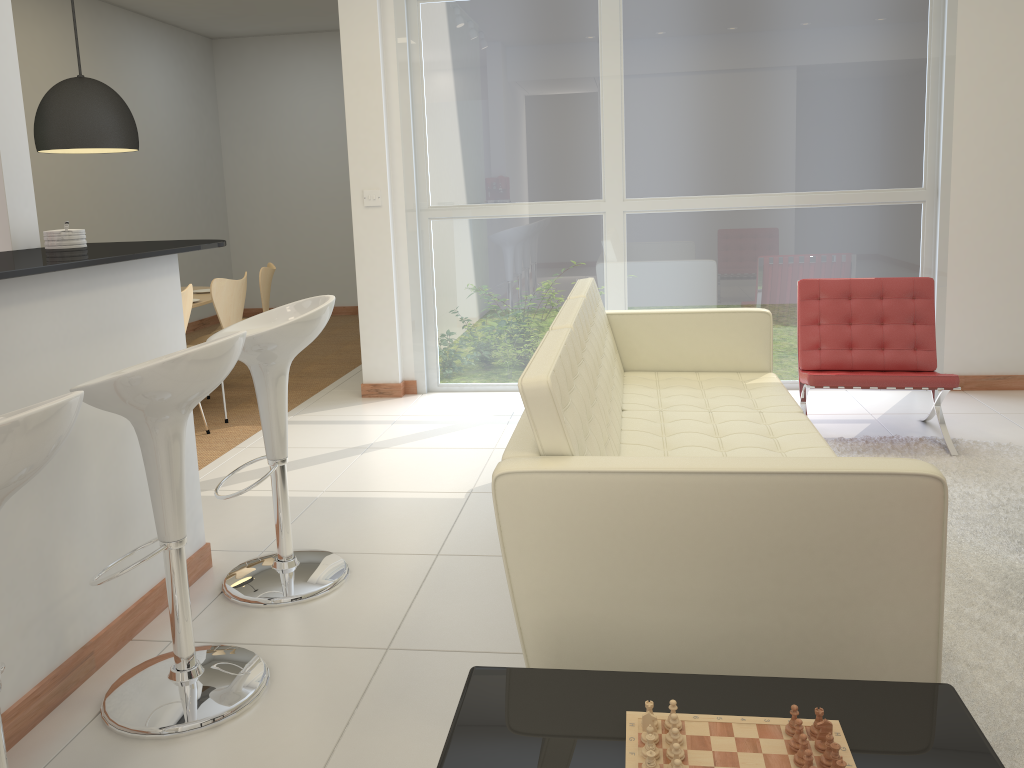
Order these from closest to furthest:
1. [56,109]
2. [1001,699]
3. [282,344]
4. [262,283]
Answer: [1001,699] → [282,344] → [56,109] → [262,283]

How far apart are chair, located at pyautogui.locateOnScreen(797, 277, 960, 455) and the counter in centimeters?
283cm

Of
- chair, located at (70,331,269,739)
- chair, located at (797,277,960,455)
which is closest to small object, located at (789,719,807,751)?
chair, located at (70,331,269,739)

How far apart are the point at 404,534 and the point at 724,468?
2.0 meters

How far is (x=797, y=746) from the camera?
1.5m

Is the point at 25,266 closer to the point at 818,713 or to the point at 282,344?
the point at 282,344

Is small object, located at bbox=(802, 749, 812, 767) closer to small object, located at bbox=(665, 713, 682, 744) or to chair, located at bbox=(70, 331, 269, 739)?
small object, located at bbox=(665, 713, 682, 744)

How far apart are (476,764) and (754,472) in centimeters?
85cm

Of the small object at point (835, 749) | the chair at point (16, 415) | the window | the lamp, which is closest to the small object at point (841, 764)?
the small object at point (835, 749)

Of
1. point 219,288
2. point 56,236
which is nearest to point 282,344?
point 56,236
